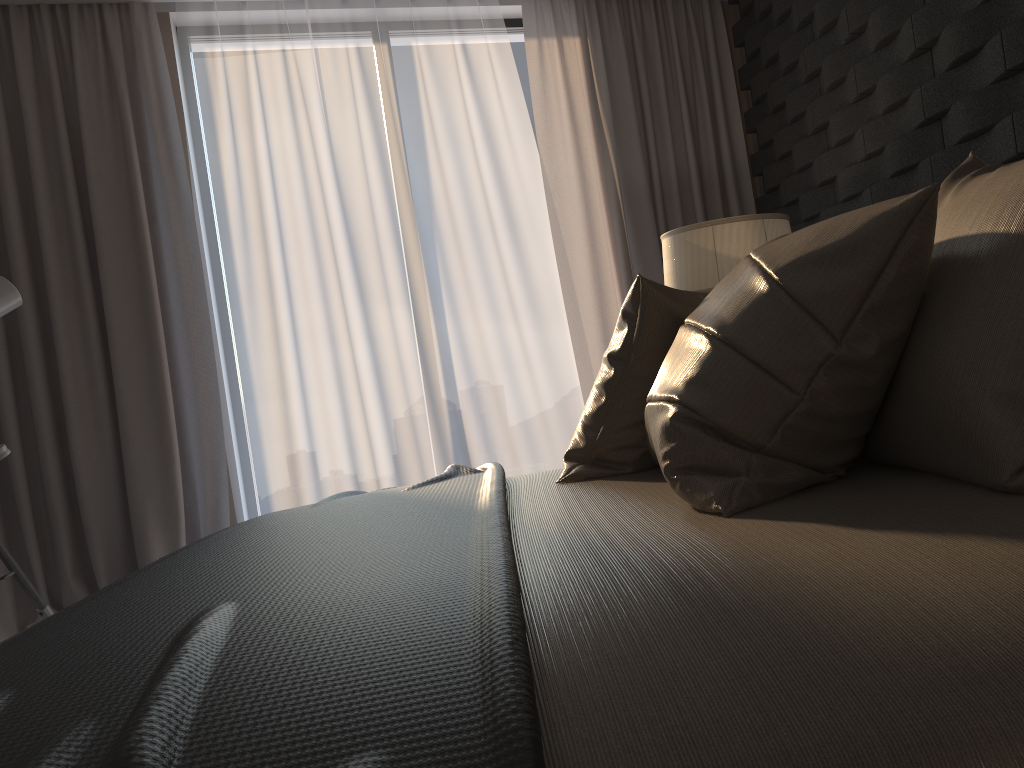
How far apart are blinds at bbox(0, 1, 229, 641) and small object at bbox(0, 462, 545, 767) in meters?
1.6 m

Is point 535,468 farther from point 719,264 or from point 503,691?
point 503,691

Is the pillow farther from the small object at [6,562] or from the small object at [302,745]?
the small object at [6,562]

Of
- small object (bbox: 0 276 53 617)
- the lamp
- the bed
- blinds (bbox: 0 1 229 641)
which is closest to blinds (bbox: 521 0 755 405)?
the lamp

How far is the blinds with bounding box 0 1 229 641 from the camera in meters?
3.4

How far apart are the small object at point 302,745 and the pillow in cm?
13

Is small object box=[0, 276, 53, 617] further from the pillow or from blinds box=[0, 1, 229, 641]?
the pillow

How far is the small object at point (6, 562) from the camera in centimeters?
297cm

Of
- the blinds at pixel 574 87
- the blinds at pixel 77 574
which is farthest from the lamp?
the blinds at pixel 77 574

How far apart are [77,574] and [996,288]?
3.4m
